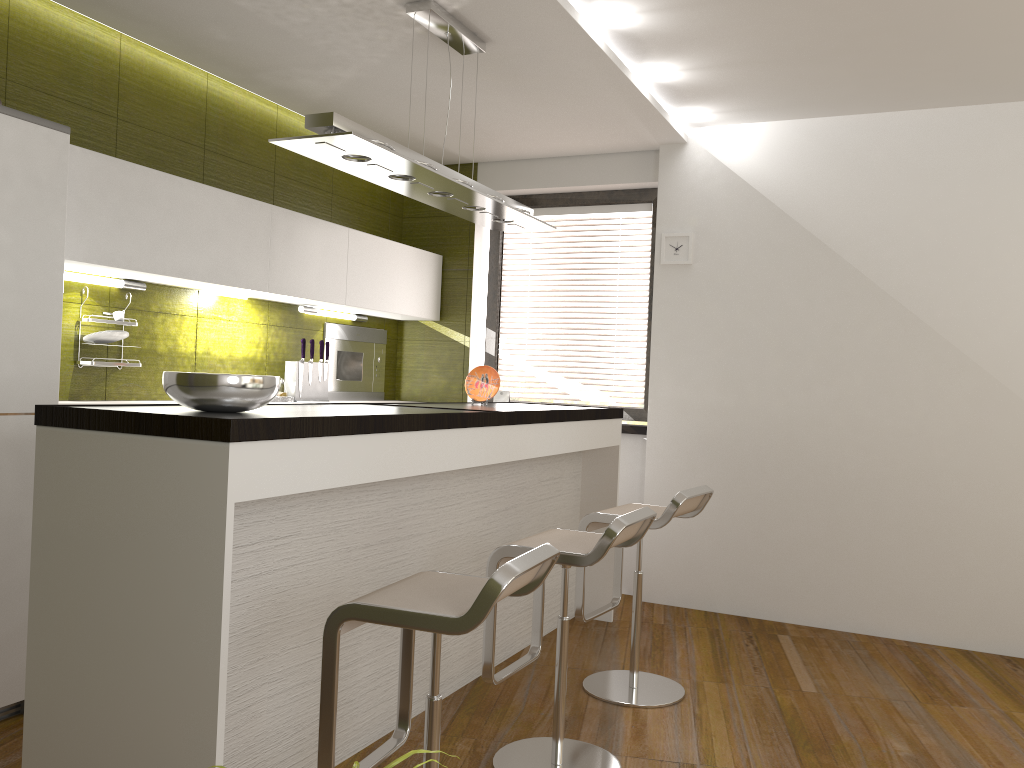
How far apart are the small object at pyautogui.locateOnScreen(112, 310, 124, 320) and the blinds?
2.6 meters

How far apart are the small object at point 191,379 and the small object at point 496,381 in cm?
189

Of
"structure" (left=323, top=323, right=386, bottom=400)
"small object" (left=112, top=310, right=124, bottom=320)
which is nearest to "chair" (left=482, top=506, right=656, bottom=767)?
"small object" (left=112, top=310, right=124, bottom=320)

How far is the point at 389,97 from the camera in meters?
4.5

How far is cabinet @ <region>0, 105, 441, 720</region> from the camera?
3.0 meters

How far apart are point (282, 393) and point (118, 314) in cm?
109

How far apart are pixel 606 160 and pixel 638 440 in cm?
172

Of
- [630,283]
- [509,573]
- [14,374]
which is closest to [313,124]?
[14,374]

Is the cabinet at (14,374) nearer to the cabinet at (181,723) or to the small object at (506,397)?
the small object at (506,397)

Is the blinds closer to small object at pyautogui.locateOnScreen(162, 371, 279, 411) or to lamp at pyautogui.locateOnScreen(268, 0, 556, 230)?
lamp at pyautogui.locateOnScreen(268, 0, 556, 230)
